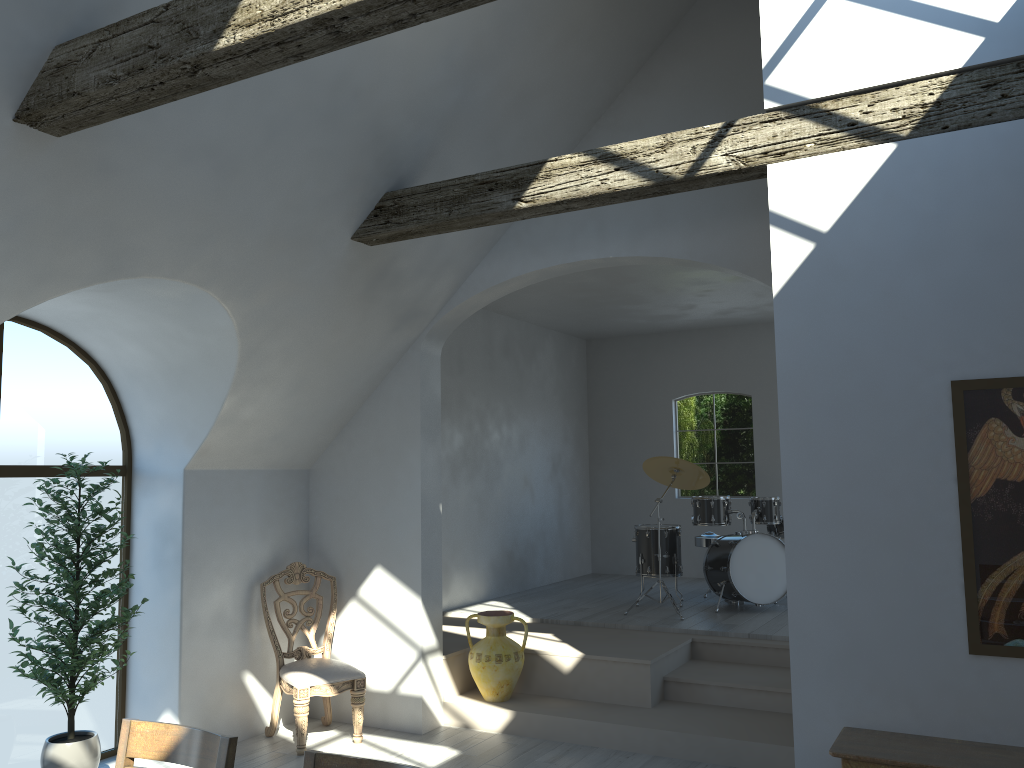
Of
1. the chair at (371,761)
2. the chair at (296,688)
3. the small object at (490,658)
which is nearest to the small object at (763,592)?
the small object at (490,658)

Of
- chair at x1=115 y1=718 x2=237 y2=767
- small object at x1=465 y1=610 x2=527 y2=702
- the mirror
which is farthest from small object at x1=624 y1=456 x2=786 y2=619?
chair at x1=115 y1=718 x2=237 y2=767

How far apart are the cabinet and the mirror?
0.3 meters

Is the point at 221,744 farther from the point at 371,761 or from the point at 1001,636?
the point at 1001,636

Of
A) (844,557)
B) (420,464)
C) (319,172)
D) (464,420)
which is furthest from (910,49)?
(464,420)

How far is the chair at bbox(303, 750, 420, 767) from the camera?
2.3m

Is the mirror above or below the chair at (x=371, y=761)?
above

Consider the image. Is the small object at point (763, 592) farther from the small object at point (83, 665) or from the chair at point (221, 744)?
the chair at point (221, 744)

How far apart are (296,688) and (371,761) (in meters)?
3.56

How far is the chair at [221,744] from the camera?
2.55m
